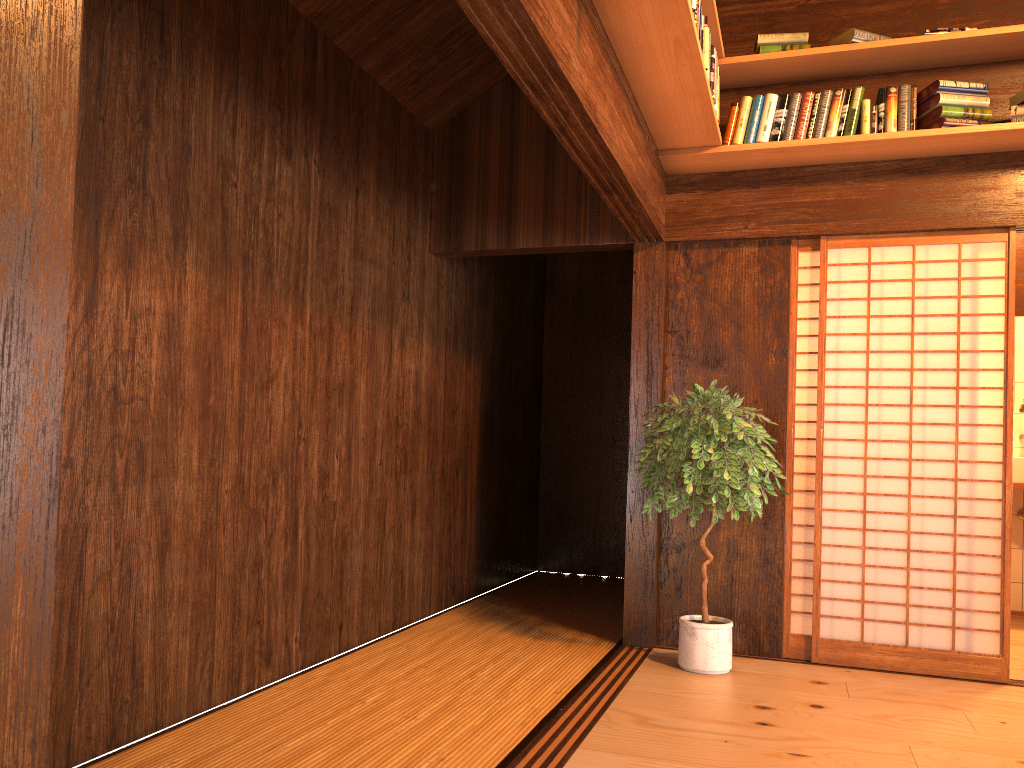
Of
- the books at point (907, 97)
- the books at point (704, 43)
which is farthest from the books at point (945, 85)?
the books at point (704, 43)

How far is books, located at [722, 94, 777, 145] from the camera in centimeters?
411cm

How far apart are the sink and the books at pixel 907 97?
2.4 meters

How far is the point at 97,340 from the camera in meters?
2.6

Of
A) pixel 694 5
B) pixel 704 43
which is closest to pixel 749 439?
pixel 704 43

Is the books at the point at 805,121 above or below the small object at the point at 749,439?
above

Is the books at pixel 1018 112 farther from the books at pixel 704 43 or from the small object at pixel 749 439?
the small object at pixel 749 439

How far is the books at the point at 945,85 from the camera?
3.9m

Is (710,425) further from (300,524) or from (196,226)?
(196,226)

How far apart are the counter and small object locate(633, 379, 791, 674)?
2.13m
